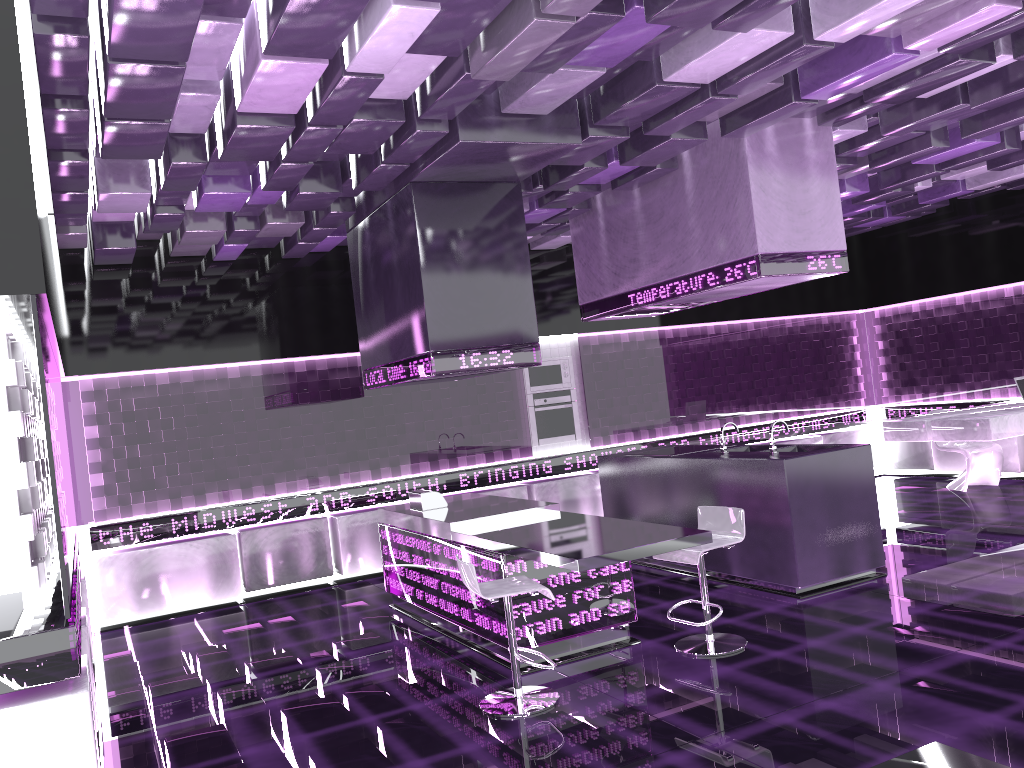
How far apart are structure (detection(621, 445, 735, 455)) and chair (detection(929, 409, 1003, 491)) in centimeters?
364cm

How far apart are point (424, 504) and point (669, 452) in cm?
213

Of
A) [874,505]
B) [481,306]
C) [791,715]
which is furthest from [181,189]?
[874,505]

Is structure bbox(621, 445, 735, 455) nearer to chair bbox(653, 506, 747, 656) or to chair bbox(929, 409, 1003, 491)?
Result: chair bbox(653, 506, 747, 656)

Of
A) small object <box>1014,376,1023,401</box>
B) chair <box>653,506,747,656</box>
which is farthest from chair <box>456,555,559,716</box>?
small object <box>1014,376,1023,401</box>

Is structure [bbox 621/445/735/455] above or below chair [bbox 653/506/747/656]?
above

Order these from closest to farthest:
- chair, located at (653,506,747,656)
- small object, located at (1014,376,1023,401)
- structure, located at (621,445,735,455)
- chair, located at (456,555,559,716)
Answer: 1. chair, located at (456,555,559,716)
2. chair, located at (653,506,747,656)
3. structure, located at (621,445,735,455)
4. small object, located at (1014,376,1023,401)

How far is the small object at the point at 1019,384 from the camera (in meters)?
8.55

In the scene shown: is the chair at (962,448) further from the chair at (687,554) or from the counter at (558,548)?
the counter at (558,548)

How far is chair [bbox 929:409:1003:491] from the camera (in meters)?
9.22
